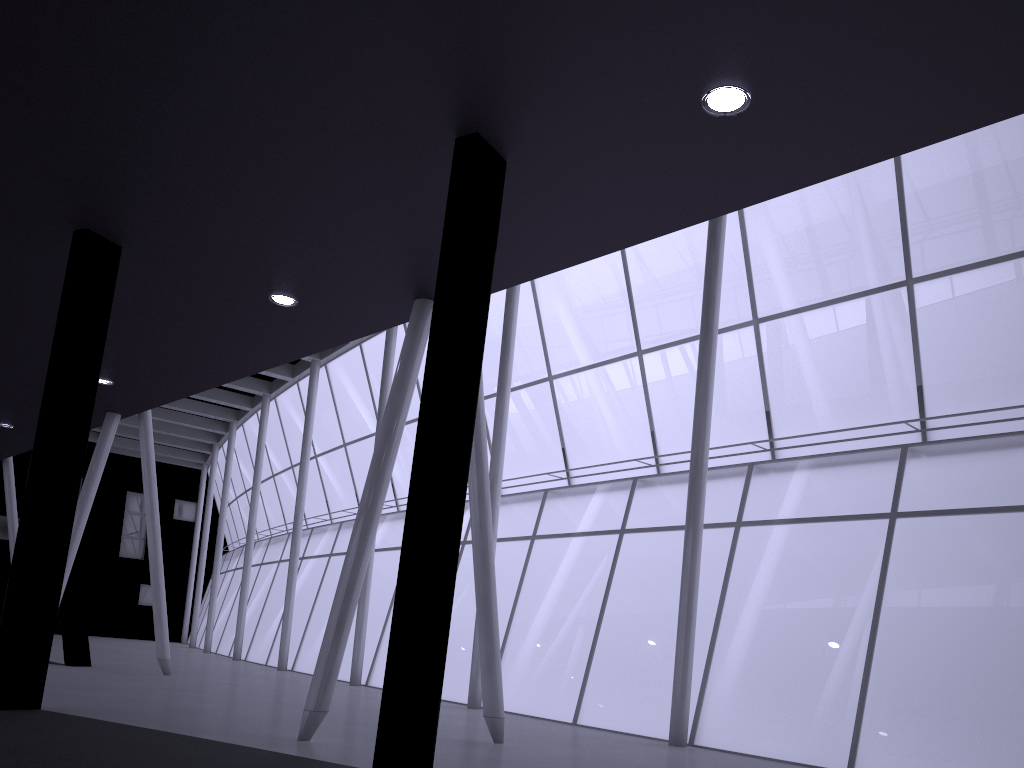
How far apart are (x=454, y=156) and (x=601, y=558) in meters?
20.1
